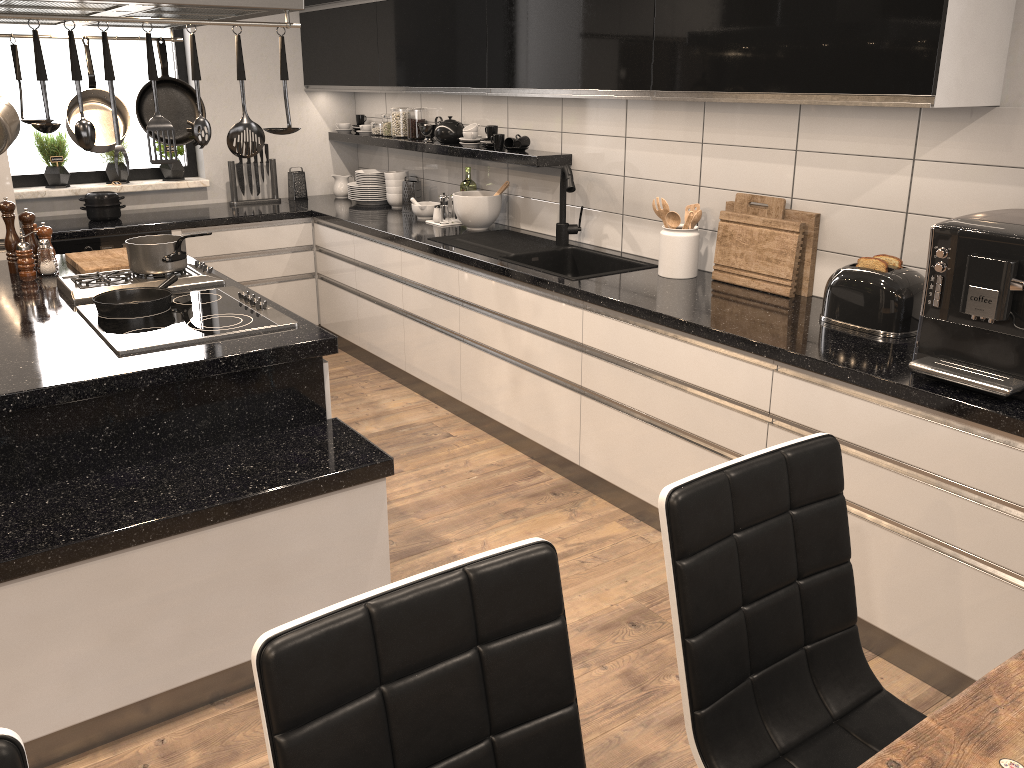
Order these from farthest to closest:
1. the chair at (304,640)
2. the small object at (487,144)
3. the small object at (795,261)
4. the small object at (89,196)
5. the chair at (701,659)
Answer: the small object at (89,196) → the small object at (487,144) → the small object at (795,261) → the chair at (701,659) → the chair at (304,640)

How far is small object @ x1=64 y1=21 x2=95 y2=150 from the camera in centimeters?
205cm

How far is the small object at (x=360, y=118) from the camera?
5.5 meters

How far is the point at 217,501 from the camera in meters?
2.1 m

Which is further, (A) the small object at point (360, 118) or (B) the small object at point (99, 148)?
(A) the small object at point (360, 118)

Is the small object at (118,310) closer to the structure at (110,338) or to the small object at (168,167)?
the structure at (110,338)

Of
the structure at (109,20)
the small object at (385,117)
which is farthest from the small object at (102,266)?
the small object at (385,117)

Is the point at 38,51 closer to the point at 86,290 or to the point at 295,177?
the point at 86,290

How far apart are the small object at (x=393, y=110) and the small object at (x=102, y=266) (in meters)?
1.98

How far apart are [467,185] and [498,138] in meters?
0.5
